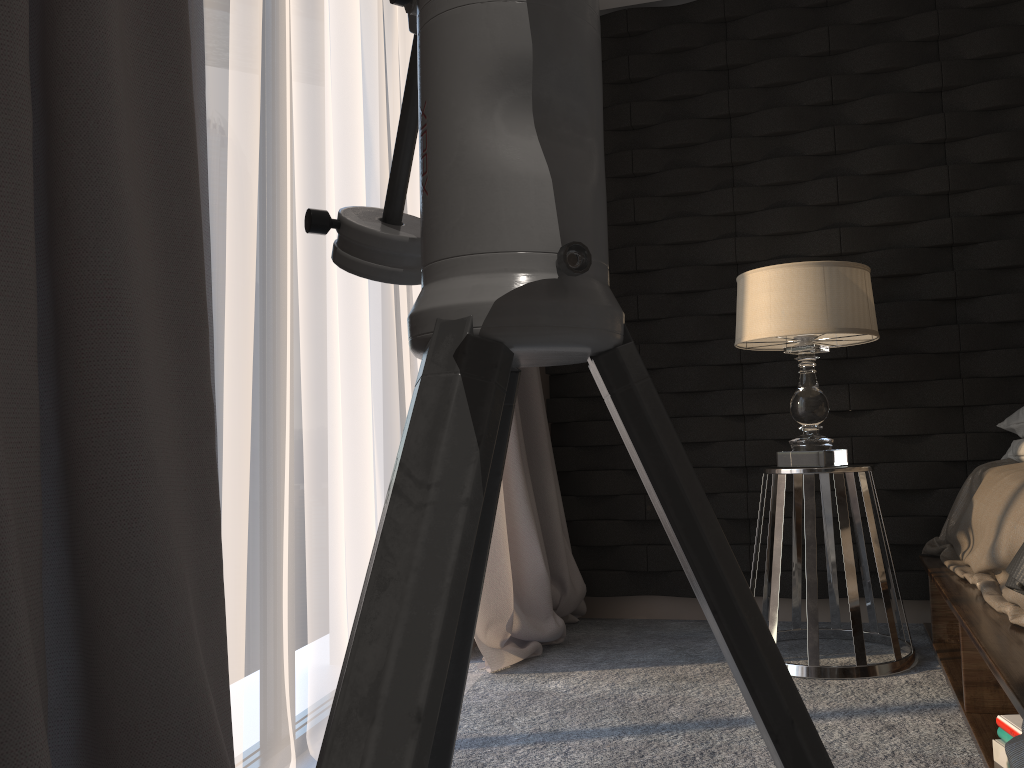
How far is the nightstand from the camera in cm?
249

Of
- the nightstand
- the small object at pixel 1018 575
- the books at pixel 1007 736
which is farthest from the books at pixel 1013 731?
the nightstand

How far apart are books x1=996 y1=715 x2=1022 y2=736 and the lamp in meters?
1.0

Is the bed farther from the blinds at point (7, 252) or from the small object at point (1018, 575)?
the blinds at point (7, 252)

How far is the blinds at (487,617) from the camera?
2.86m

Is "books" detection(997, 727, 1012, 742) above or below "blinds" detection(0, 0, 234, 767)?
below

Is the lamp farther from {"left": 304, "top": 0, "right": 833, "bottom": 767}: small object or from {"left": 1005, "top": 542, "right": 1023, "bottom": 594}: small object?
{"left": 304, "top": 0, "right": 833, "bottom": 767}: small object

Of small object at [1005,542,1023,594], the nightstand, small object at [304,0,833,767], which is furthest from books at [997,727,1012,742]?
small object at [304,0,833,767]

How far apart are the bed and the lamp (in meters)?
0.38

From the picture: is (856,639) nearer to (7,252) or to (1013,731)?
(1013,731)
